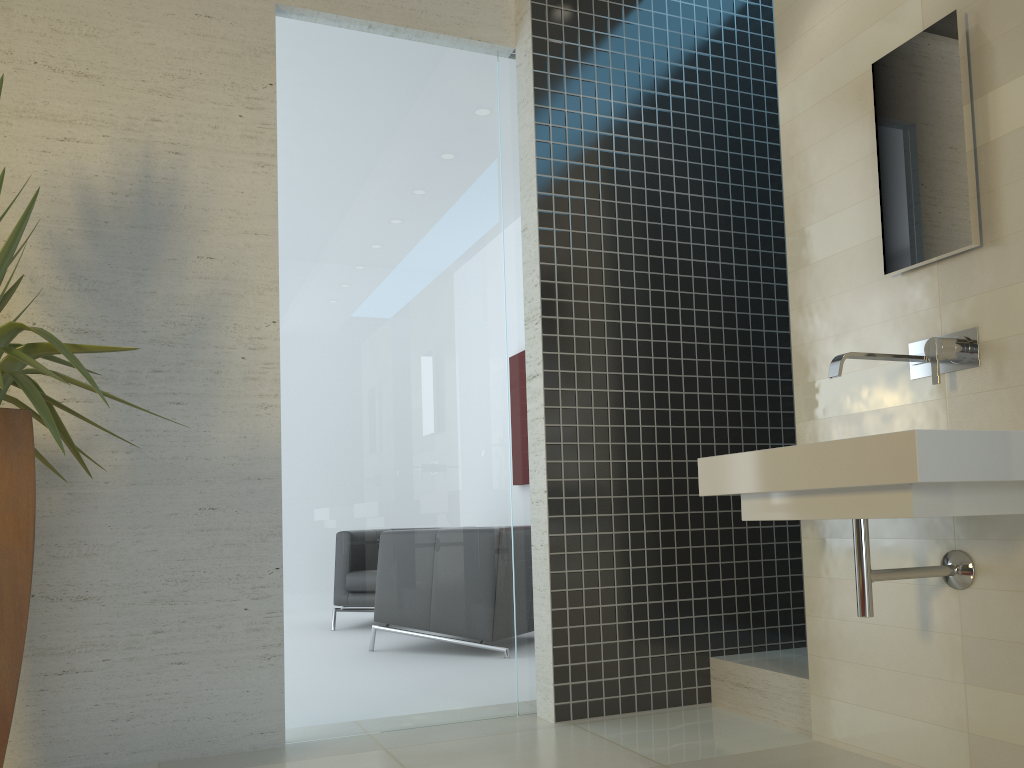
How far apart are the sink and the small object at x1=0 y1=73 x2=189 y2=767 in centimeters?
A: 167cm

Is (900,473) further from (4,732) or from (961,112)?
(4,732)

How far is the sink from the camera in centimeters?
197cm

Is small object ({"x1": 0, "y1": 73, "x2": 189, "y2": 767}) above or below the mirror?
below

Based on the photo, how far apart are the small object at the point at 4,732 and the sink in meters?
1.7

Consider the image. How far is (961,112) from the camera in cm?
250

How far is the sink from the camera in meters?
2.0

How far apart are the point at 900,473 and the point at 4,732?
2.1 meters

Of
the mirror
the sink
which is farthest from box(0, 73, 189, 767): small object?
the mirror

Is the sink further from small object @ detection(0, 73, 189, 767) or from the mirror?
small object @ detection(0, 73, 189, 767)
